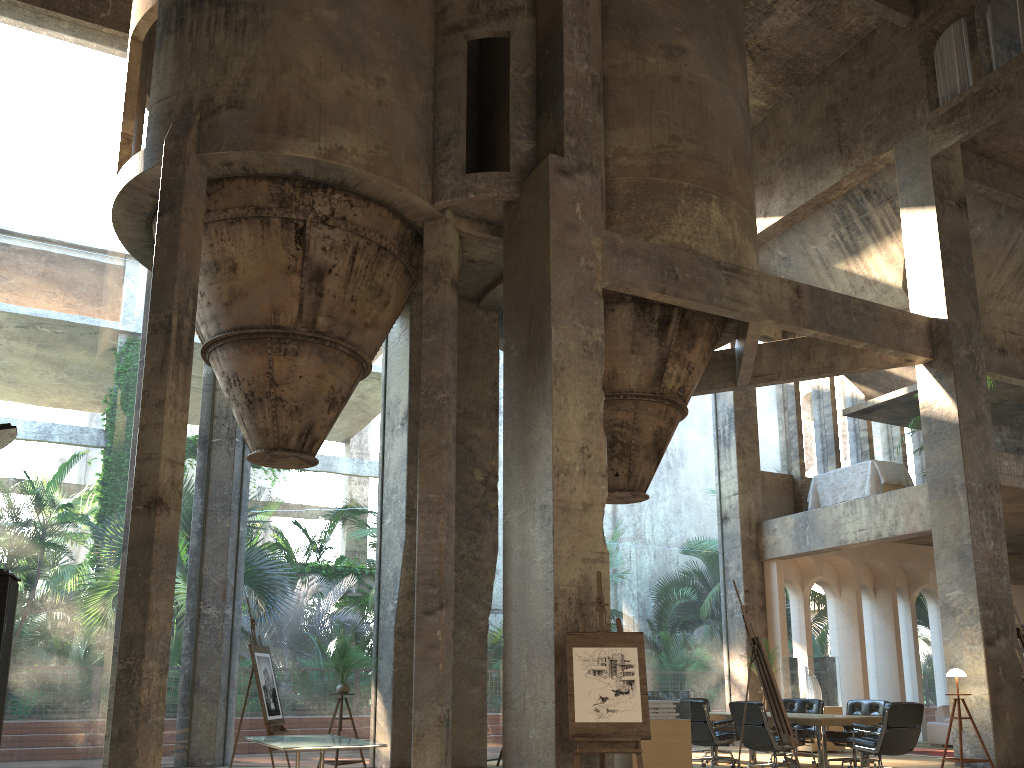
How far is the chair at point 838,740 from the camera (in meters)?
10.68

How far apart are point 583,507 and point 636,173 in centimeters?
513cm

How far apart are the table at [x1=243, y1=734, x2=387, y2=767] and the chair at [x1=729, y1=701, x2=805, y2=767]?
4.61m

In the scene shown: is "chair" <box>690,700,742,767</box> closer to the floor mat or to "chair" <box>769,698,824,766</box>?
"chair" <box>769,698,824,766</box>

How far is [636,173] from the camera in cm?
1159

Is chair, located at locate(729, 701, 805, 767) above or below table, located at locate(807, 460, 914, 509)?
below

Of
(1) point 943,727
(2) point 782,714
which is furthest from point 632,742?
(1) point 943,727

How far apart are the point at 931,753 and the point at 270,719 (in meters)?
10.08

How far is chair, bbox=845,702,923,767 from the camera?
9.3 meters

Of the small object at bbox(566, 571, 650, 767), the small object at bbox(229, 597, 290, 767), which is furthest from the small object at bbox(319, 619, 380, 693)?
the small object at bbox(566, 571, 650, 767)
